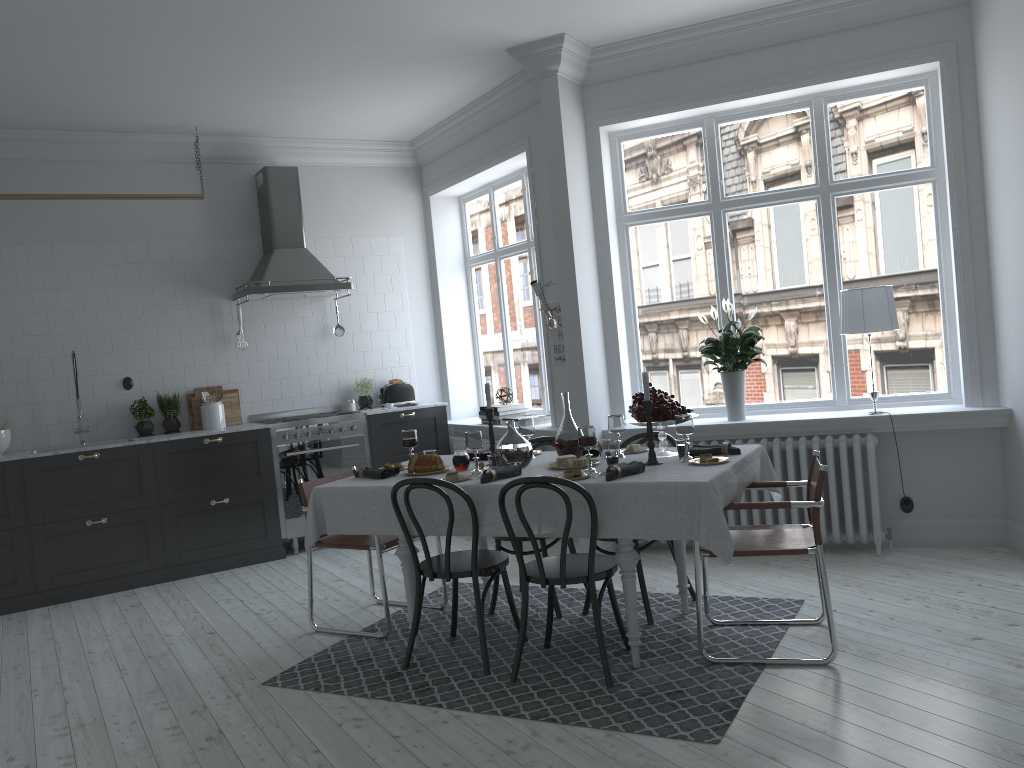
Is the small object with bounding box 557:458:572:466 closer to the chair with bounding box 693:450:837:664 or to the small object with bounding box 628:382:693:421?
the small object with bounding box 628:382:693:421

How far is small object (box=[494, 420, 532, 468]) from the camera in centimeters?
430cm

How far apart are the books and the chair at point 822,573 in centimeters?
313cm

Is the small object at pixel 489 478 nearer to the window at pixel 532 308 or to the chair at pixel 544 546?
the chair at pixel 544 546

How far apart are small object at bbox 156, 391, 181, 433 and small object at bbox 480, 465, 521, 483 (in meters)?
3.70

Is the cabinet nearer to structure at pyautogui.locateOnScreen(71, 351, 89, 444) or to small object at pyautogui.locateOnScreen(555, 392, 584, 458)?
structure at pyautogui.locateOnScreen(71, 351, 89, 444)

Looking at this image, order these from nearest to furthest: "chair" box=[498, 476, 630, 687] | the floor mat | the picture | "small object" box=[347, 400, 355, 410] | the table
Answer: the floor mat, the table, "chair" box=[498, 476, 630, 687], the picture, "small object" box=[347, 400, 355, 410]

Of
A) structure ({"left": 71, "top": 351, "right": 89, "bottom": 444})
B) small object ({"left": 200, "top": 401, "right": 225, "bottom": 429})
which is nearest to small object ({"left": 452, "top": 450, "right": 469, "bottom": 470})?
small object ({"left": 200, "top": 401, "right": 225, "bottom": 429})

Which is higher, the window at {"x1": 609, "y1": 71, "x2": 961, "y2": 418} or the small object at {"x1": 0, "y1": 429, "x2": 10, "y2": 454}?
the window at {"x1": 609, "y1": 71, "x2": 961, "y2": 418}

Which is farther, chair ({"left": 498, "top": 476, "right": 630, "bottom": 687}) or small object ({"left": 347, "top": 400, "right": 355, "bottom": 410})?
small object ({"left": 347, "top": 400, "right": 355, "bottom": 410})
